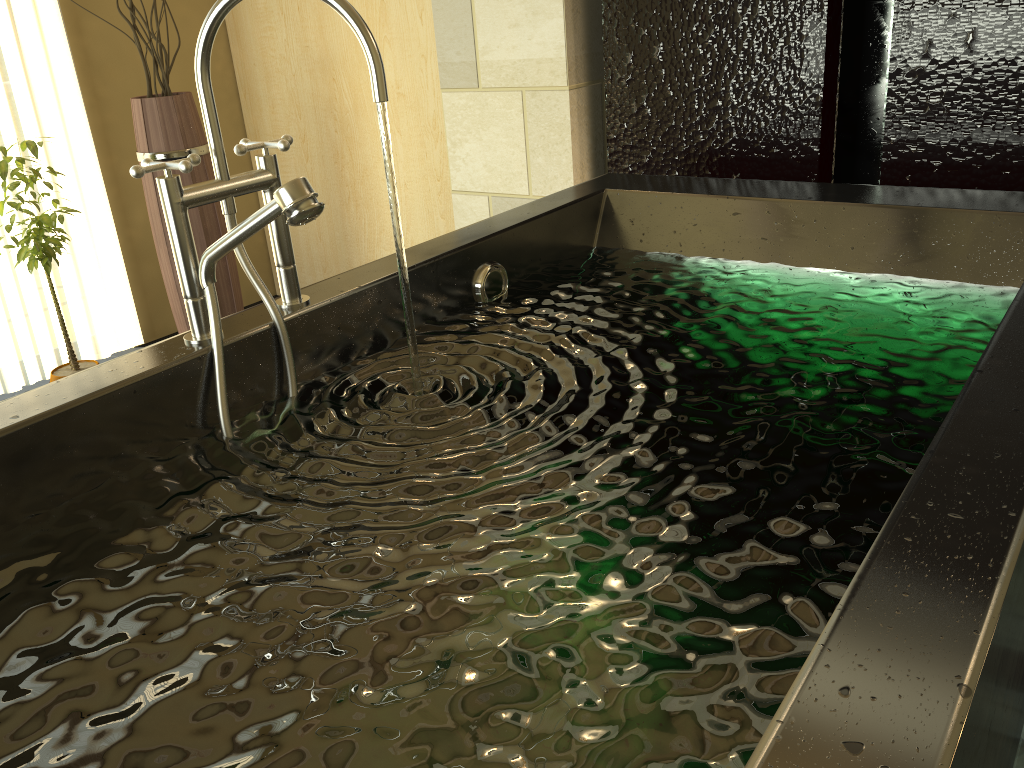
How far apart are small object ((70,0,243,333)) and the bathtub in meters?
1.4

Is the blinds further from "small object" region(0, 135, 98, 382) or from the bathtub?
the bathtub

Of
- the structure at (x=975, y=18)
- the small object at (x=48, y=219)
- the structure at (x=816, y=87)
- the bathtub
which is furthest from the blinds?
the structure at (x=975, y=18)

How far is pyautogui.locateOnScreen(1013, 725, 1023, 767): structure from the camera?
1.4m

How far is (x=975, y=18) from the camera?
1.8 meters

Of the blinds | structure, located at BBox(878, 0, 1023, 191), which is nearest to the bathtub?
structure, located at BBox(878, 0, 1023, 191)

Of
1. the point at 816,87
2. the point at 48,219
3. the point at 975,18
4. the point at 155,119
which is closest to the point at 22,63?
the point at 155,119

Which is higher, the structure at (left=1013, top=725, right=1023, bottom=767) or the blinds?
the blinds

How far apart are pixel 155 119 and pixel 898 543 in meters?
2.6 m

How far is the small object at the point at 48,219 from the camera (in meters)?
2.42
